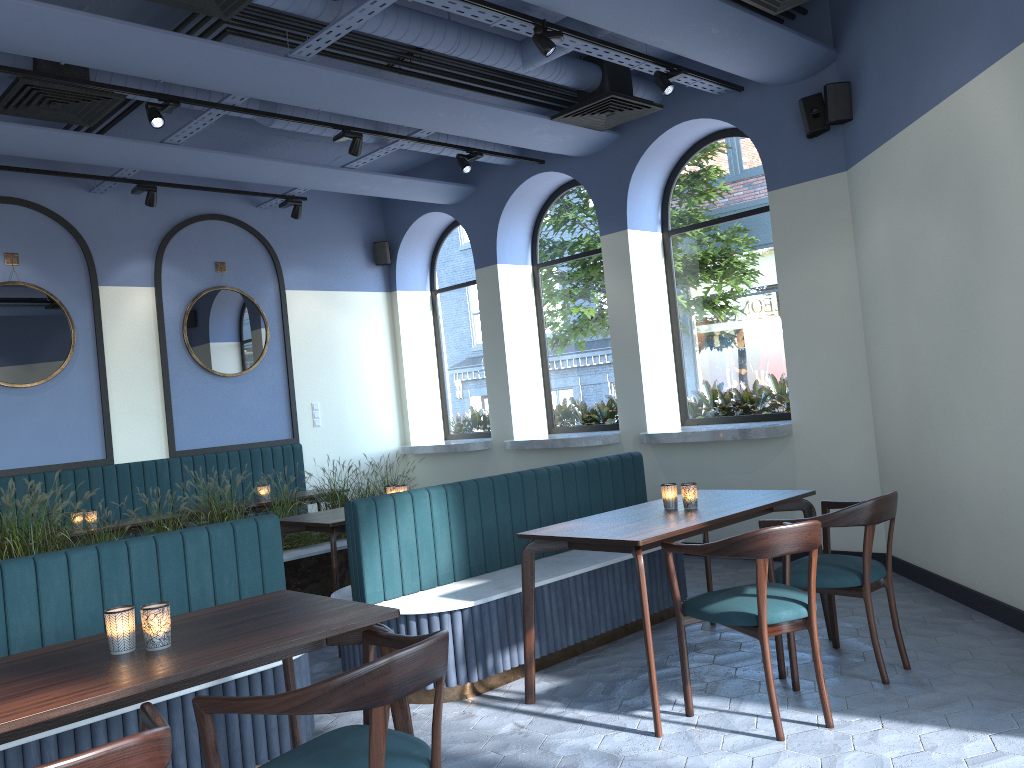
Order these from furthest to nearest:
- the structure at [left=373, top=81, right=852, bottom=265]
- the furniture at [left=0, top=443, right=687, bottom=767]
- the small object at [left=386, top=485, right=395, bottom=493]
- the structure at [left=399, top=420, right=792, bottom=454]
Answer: the structure at [left=399, top=420, right=792, bottom=454], the small object at [left=386, top=485, right=395, bottom=493], the structure at [left=373, top=81, right=852, bottom=265], the furniture at [left=0, top=443, right=687, bottom=767]

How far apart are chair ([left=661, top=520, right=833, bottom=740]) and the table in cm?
3

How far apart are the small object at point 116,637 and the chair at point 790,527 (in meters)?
2.02

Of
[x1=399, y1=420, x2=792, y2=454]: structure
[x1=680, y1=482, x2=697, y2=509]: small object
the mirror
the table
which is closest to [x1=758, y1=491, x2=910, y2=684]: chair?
the table

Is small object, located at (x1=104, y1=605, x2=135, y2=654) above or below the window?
below

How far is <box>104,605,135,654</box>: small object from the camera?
2.4 meters

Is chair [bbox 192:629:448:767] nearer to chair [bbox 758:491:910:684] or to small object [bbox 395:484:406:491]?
chair [bbox 758:491:910:684]

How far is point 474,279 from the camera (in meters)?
9.46

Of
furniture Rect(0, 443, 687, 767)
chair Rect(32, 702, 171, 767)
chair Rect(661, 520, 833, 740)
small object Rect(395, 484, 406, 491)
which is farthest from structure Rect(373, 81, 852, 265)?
chair Rect(32, 702, 171, 767)

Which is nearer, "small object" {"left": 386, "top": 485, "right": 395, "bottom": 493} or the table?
the table
